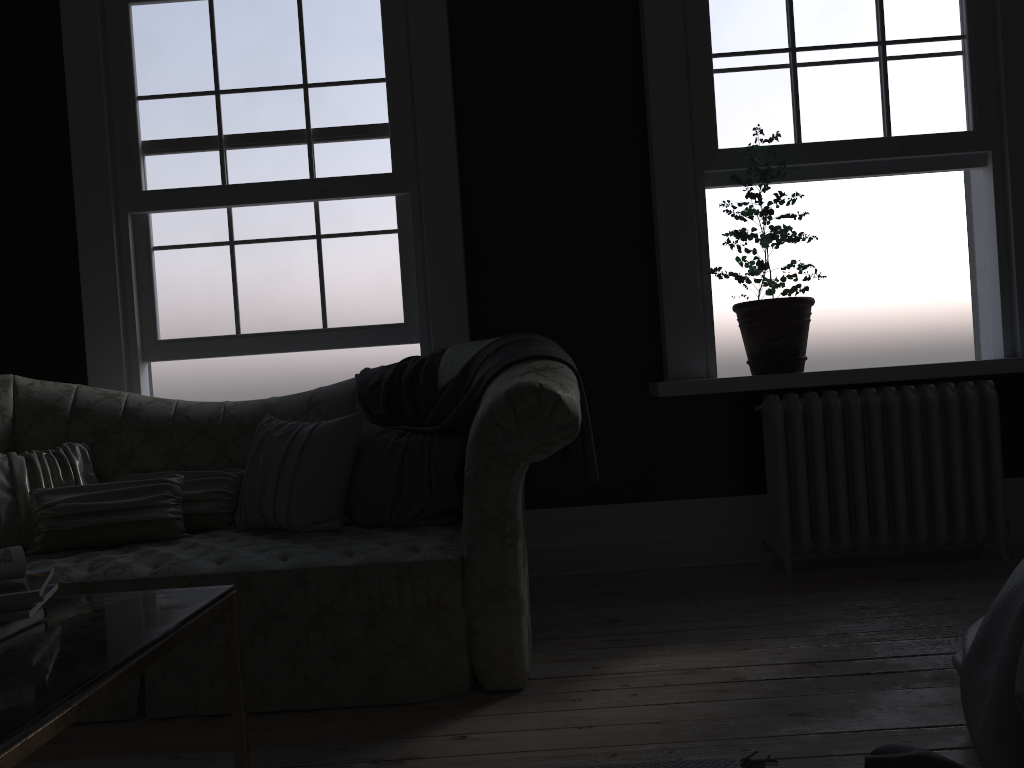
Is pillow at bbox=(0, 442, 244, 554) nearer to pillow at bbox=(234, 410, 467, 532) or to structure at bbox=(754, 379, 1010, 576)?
pillow at bbox=(234, 410, 467, 532)

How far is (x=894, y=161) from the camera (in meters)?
4.28

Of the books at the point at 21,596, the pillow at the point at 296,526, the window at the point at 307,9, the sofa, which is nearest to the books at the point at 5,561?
the books at the point at 21,596

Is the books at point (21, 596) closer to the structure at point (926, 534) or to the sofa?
the sofa

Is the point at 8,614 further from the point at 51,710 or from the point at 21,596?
the point at 51,710

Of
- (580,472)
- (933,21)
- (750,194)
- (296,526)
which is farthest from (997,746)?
(933,21)

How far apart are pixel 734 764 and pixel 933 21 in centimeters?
373cm

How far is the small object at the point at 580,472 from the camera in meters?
3.1 m

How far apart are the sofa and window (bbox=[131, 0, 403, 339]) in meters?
0.6

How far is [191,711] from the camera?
2.67m
